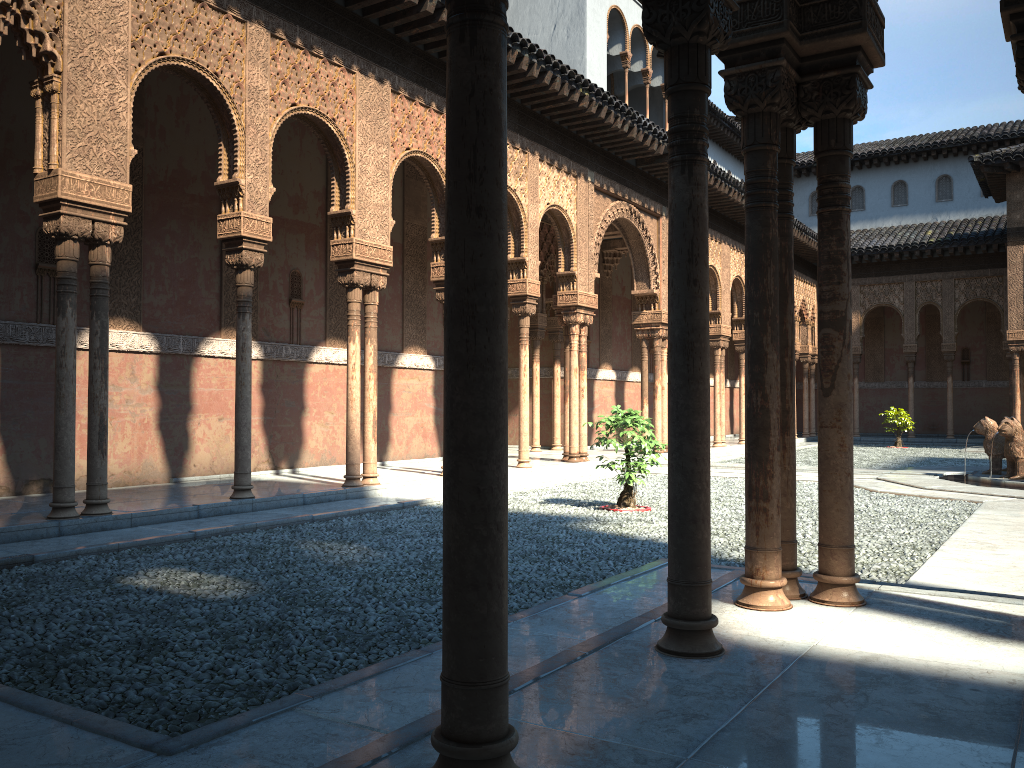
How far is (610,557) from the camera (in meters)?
7.31

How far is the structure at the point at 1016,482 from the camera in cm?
1328

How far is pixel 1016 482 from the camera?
13.3m

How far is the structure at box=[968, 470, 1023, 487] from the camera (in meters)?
13.28

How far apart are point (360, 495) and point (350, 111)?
4.99m
